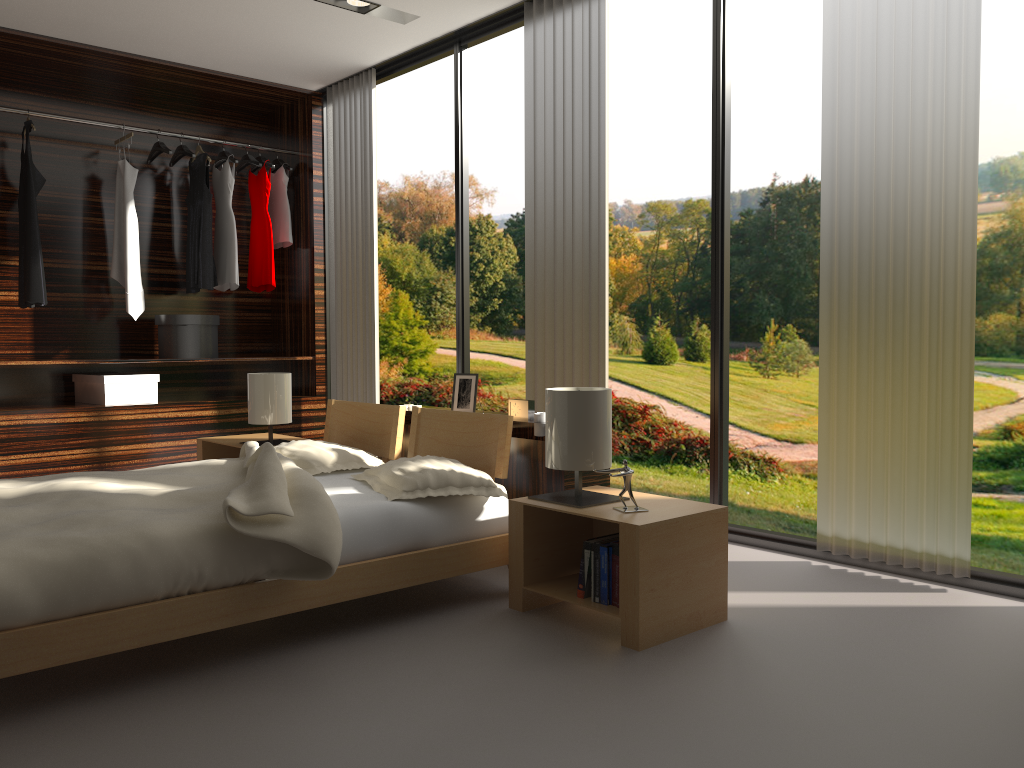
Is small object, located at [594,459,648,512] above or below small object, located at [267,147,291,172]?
below

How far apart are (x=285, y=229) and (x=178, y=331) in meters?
1.0 m

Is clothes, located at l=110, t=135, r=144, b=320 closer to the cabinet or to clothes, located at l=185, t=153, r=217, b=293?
clothes, located at l=185, t=153, r=217, b=293

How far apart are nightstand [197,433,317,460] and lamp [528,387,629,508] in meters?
1.9

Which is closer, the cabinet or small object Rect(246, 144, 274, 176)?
the cabinet

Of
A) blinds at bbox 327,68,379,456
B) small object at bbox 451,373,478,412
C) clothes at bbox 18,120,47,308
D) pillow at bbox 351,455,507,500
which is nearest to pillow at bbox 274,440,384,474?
pillow at bbox 351,455,507,500

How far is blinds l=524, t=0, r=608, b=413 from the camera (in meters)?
3.89

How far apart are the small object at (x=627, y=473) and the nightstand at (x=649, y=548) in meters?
0.0 m

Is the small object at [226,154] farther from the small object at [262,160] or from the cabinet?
the cabinet

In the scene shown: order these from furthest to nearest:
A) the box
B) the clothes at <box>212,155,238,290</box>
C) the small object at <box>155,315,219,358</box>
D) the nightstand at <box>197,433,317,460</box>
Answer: the clothes at <box>212,155,238,290</box>
the small object at <box>155,315,219,358</box>
the box
the nightstand at <box>197,433,317,460</box>
